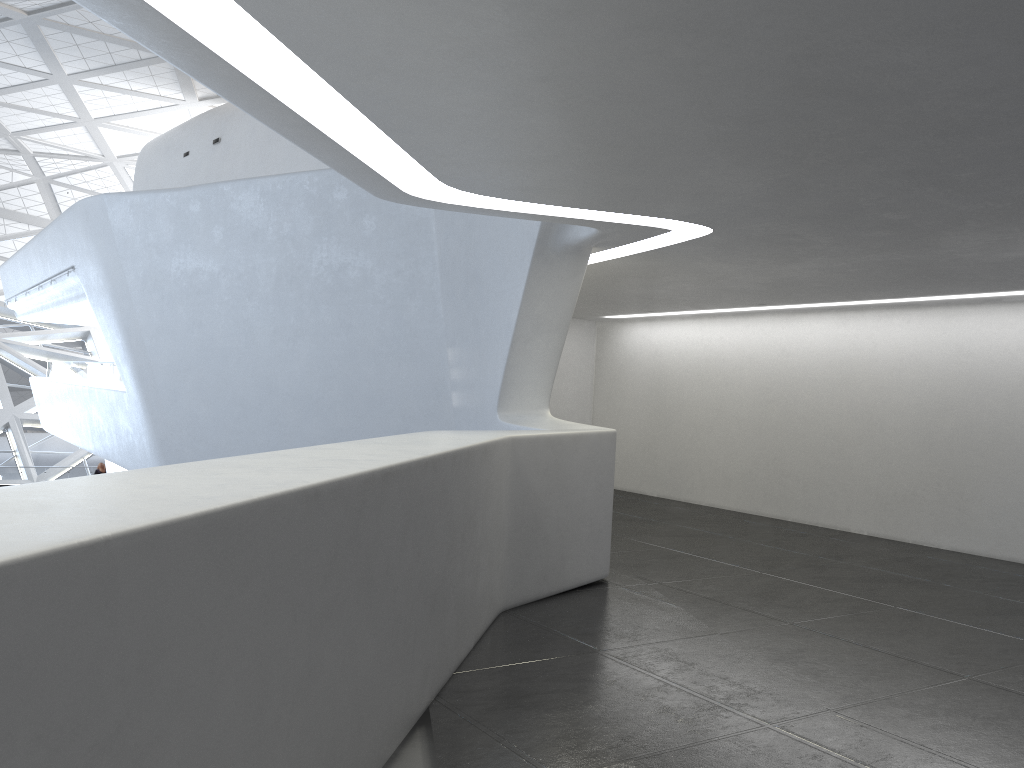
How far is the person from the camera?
35.0m

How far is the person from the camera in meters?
35.0 m

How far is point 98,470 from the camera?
35.0 meters
